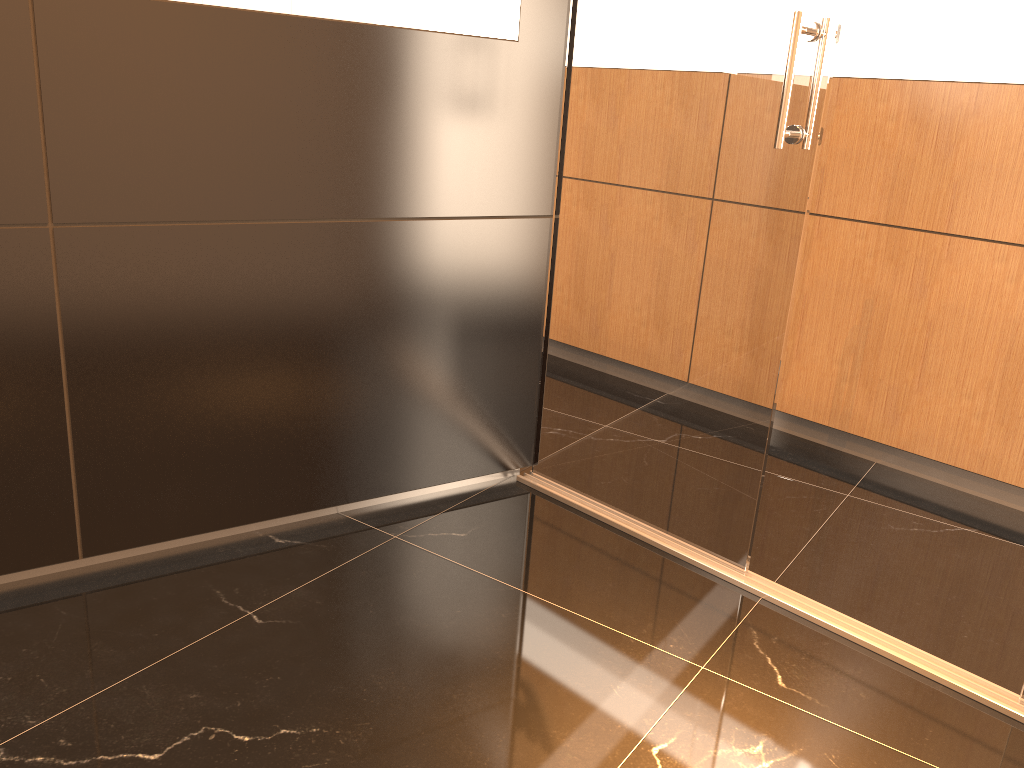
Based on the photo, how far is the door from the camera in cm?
231

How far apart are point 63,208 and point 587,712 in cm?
168

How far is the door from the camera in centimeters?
231cm

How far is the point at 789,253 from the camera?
2.3 meters
